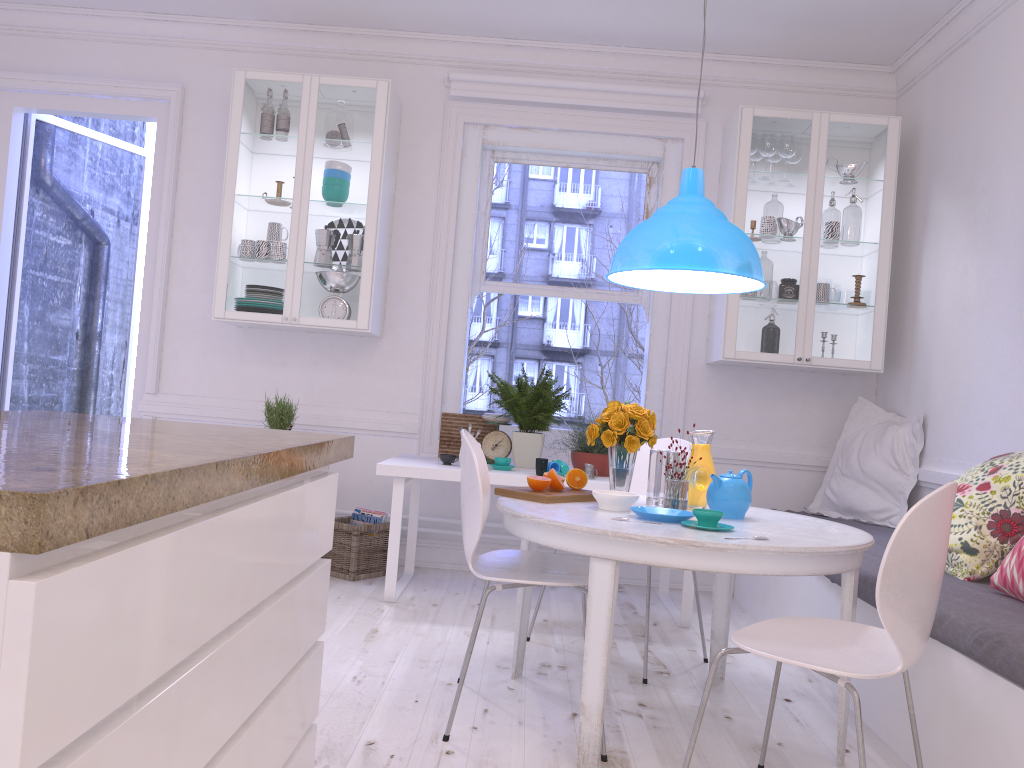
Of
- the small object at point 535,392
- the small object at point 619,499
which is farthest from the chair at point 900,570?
the small object at point 535,392

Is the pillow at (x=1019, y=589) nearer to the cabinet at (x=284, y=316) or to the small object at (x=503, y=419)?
the small object at (x=503, y=419)

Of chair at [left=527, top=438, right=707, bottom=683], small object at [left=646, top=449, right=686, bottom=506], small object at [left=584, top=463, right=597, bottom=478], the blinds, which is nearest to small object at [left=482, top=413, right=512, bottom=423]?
small object at [left=584, top=463, right=597, bottom=478]

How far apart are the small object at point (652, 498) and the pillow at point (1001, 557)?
0.94m

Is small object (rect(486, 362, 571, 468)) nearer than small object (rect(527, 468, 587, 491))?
No

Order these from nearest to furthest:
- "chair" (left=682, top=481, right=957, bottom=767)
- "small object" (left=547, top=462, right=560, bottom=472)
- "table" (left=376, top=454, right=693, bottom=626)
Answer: "chair" (left=682, top=481, right=957, bottom=767) < "table" (left=376, top=454, right=693, bottom=626) < "small object" (left=547, top=462, right=560, bottom=472)

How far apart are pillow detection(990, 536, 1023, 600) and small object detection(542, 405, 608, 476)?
1.8 meters

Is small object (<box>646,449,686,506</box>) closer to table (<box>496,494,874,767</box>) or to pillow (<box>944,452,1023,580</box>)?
table (<box>496,494,874,767</box>)

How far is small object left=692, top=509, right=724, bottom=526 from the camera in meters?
2.4 m

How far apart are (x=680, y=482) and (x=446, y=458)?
1.6 meters
